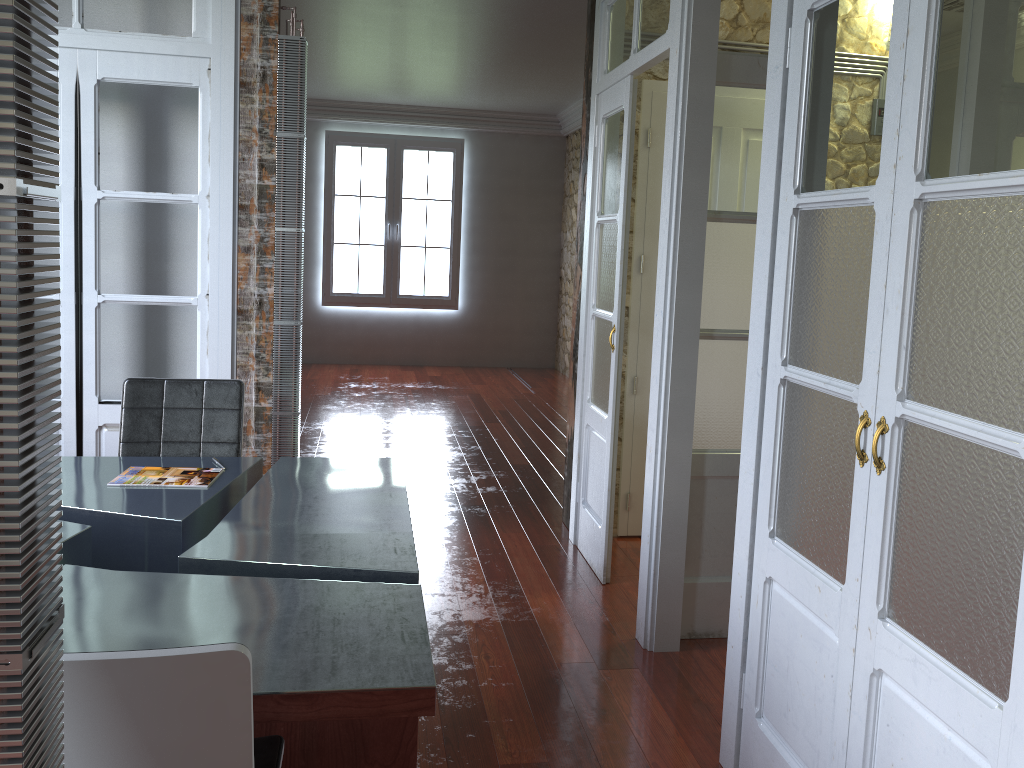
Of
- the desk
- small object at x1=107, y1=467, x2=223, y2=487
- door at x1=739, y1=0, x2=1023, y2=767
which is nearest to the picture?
the desk

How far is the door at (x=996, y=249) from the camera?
1.51m

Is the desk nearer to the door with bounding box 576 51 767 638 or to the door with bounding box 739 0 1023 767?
the door with bounding box 739 0 1023 767

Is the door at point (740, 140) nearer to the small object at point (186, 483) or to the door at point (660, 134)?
the door at point (660, 134)

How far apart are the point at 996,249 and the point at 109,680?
1.5 meters

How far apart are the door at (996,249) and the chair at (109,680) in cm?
121

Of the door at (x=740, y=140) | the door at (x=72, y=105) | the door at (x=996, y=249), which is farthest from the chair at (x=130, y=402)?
the door at (x=996, y=249)

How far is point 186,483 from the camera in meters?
2.8

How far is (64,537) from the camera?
2.3m

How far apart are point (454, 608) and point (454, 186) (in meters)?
7.30
